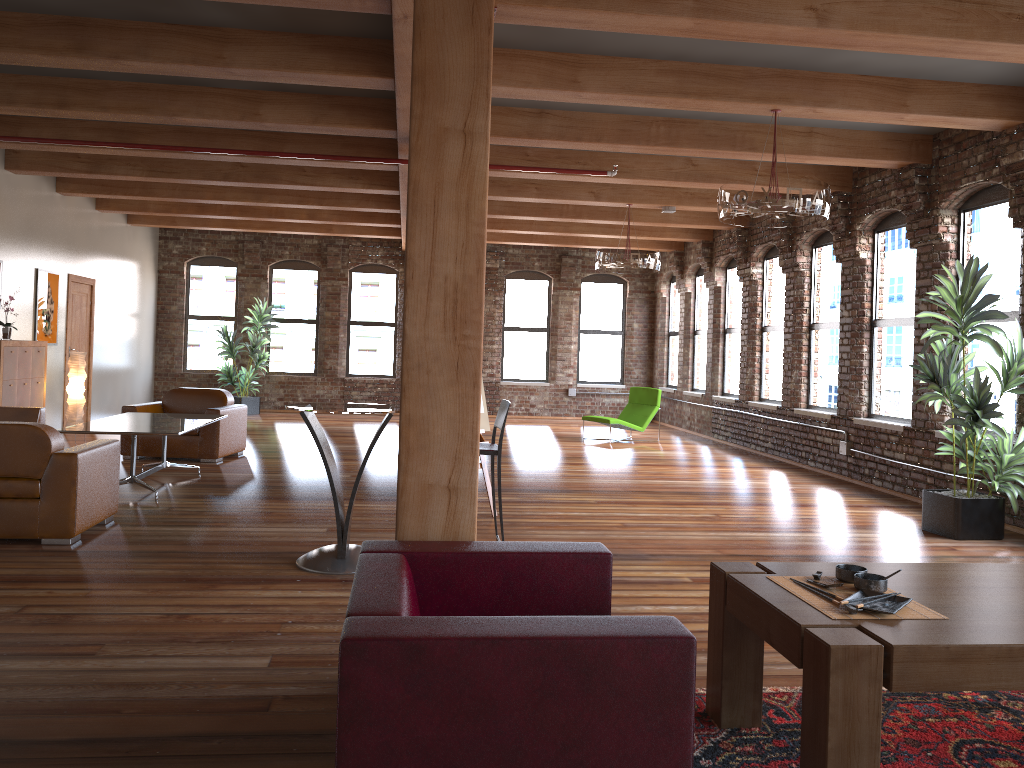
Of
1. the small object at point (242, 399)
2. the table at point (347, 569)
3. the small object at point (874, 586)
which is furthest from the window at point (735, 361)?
the small object at point (874, 586)

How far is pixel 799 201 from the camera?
6.1 meters

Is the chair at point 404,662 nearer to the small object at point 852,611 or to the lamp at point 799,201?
the small object at point 852,611

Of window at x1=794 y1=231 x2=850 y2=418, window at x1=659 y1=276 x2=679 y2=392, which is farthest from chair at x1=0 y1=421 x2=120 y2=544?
window at x1=659 y1=276 x2=679 y2=392

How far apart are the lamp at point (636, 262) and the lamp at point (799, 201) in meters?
3.5 m

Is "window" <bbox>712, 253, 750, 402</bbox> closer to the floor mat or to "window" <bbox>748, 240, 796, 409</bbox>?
"window" <bbox>748, 240, 796, 409</bbox>

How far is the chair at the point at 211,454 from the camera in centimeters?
929cm

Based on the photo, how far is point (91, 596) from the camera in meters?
4.4 m

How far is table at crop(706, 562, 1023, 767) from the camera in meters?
2.3

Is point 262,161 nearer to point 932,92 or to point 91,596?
point 91,596
